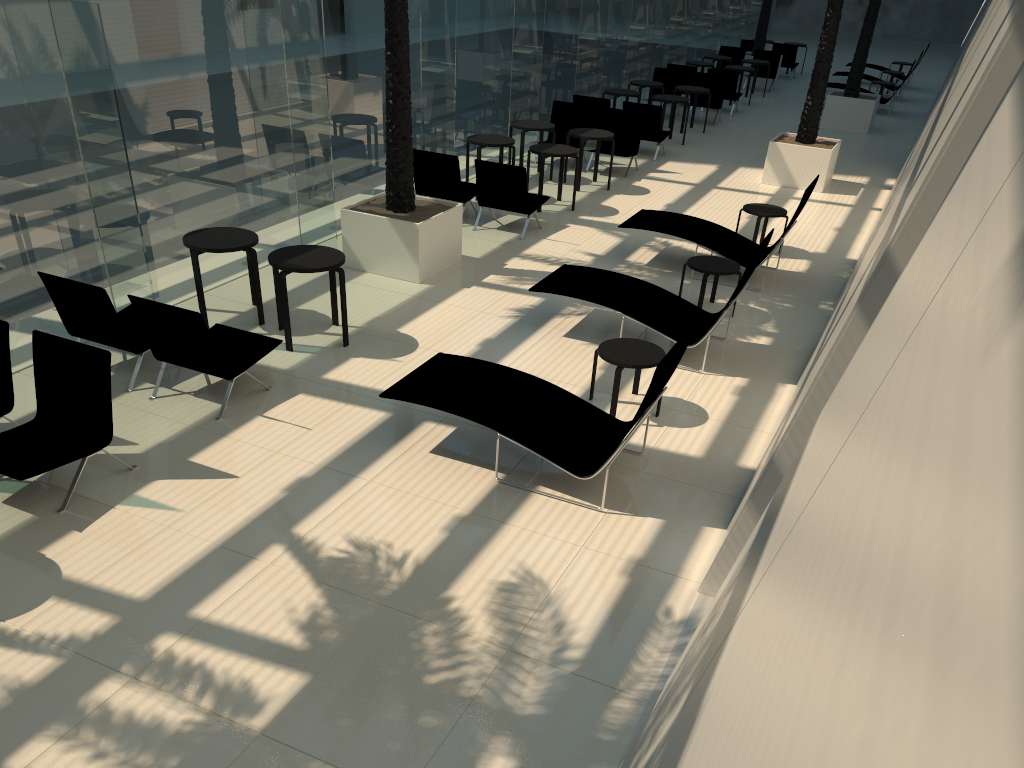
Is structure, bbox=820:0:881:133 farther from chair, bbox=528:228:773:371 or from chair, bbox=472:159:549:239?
chair, bbox=528:228:773:371

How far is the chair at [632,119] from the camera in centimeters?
1527cm

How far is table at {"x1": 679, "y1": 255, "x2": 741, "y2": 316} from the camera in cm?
929

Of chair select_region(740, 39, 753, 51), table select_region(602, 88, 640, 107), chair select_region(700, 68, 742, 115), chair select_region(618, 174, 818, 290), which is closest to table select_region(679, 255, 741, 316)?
chair select_region(618, 174, 818, 290)

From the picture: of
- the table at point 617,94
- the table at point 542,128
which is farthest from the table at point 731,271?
the table at point 617,94

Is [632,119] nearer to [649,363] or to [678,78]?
[678,78]

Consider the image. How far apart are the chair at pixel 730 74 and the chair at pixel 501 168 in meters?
10.7

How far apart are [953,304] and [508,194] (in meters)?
10.81

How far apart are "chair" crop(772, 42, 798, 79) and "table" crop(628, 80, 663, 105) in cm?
993

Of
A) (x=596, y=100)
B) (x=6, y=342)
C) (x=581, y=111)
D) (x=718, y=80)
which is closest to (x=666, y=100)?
(x=596, y=100)
